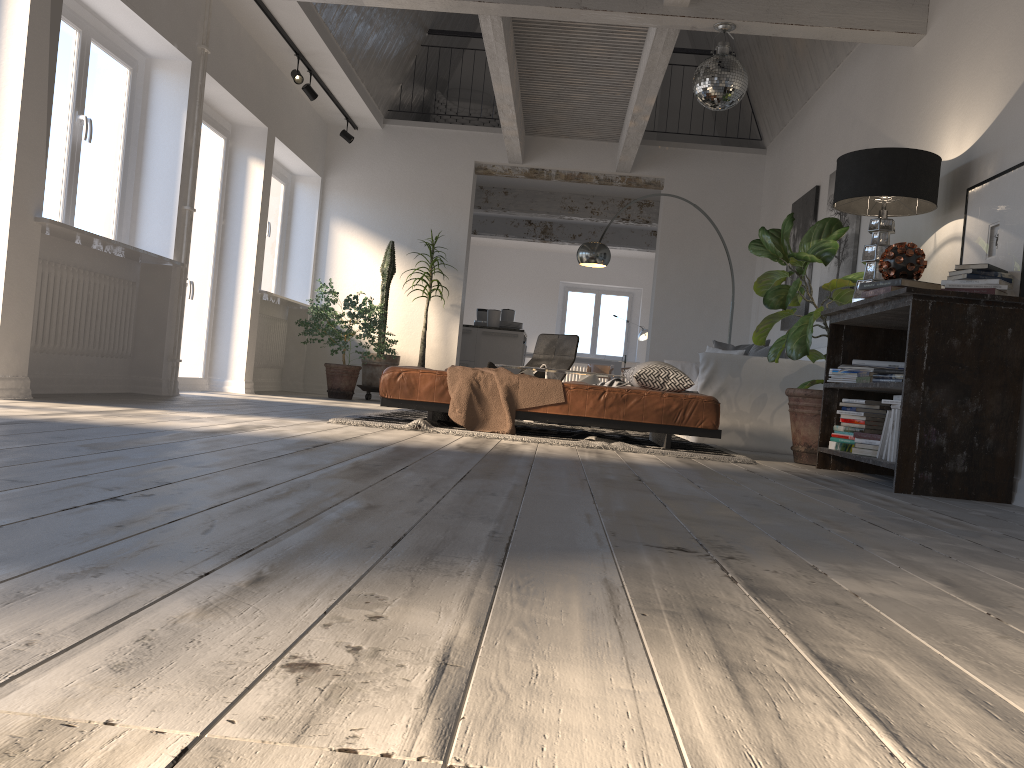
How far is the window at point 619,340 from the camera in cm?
1740

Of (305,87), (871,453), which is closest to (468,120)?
(305,87)

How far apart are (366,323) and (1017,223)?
6.06m

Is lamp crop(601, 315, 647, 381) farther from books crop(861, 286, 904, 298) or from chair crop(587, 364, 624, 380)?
books crop(861, 286, 904, 298)

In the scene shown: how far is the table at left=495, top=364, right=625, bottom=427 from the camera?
7.0m

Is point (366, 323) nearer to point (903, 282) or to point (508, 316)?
point (508, 316)

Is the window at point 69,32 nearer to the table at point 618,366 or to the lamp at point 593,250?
the lamp at point 593,250

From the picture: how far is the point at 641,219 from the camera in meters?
11.8

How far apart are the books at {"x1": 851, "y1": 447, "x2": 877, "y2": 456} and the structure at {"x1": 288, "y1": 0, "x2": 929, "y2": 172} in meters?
2.7 m

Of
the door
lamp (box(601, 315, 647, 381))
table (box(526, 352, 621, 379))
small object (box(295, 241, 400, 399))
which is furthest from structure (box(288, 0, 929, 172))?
lamp (box(601, 315, 647, 381))
